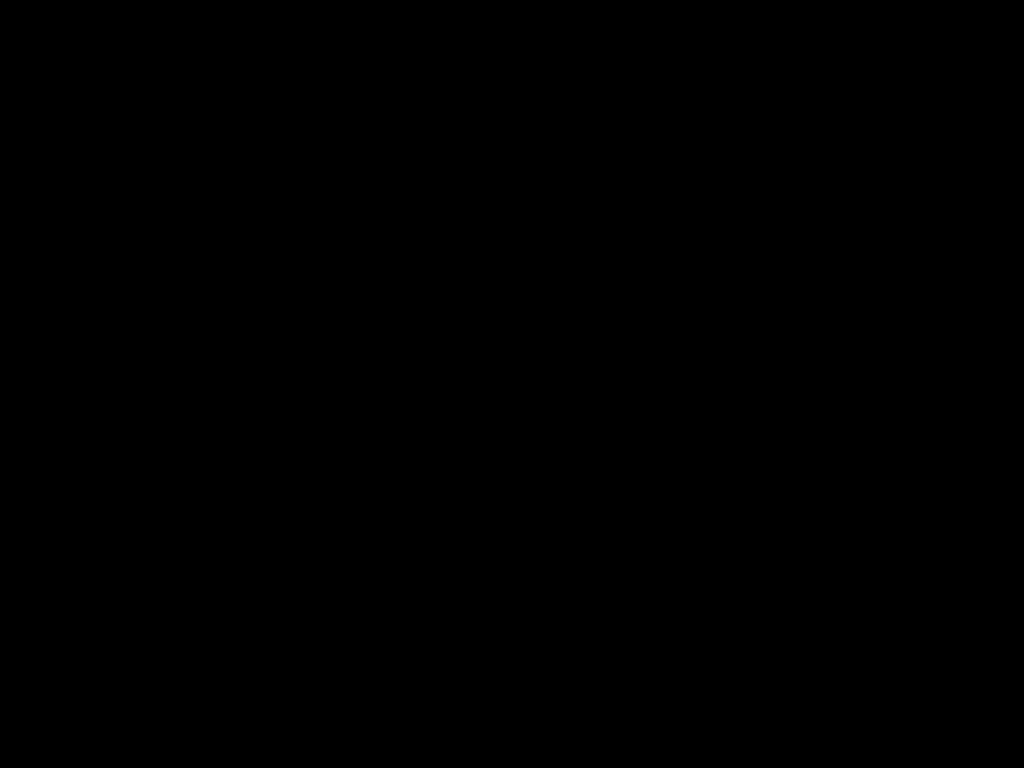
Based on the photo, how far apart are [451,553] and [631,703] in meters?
0.9
